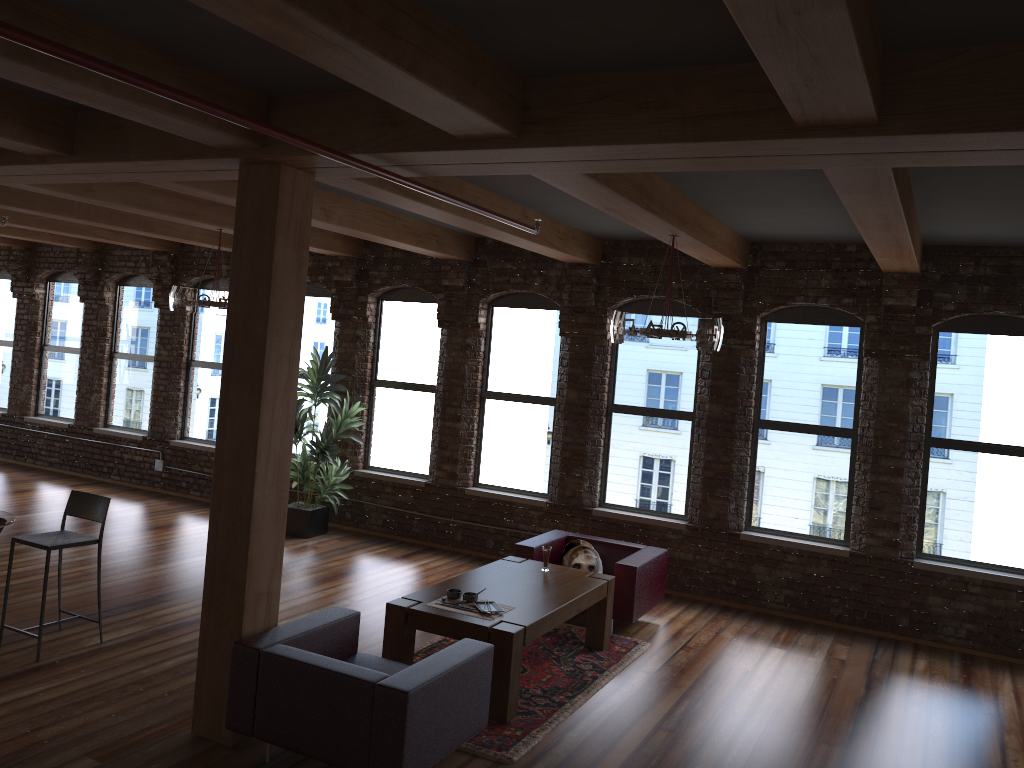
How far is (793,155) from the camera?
3.6 meters

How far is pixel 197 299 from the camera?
8.00m

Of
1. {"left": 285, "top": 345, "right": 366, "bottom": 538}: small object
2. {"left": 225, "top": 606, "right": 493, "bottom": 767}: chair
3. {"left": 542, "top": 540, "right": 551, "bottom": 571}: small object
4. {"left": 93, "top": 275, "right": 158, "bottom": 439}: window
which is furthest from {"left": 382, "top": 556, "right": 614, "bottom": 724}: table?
{"left": 93, "top": 275, "right": 158, "bottom": 439}: window

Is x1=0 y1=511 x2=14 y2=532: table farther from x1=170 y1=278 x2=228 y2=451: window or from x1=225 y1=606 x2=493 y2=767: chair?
x1=170 y1=278 x2=228 y2=451: window

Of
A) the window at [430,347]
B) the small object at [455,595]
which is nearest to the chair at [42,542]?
the small object at [455,595]

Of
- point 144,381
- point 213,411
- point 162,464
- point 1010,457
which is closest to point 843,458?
point 1010,457

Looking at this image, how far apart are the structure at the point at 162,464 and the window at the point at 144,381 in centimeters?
53cm

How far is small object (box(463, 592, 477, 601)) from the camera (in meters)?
5.76

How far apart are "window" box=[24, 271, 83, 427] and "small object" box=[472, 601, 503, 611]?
9.1 meters

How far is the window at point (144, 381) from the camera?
12.0m
